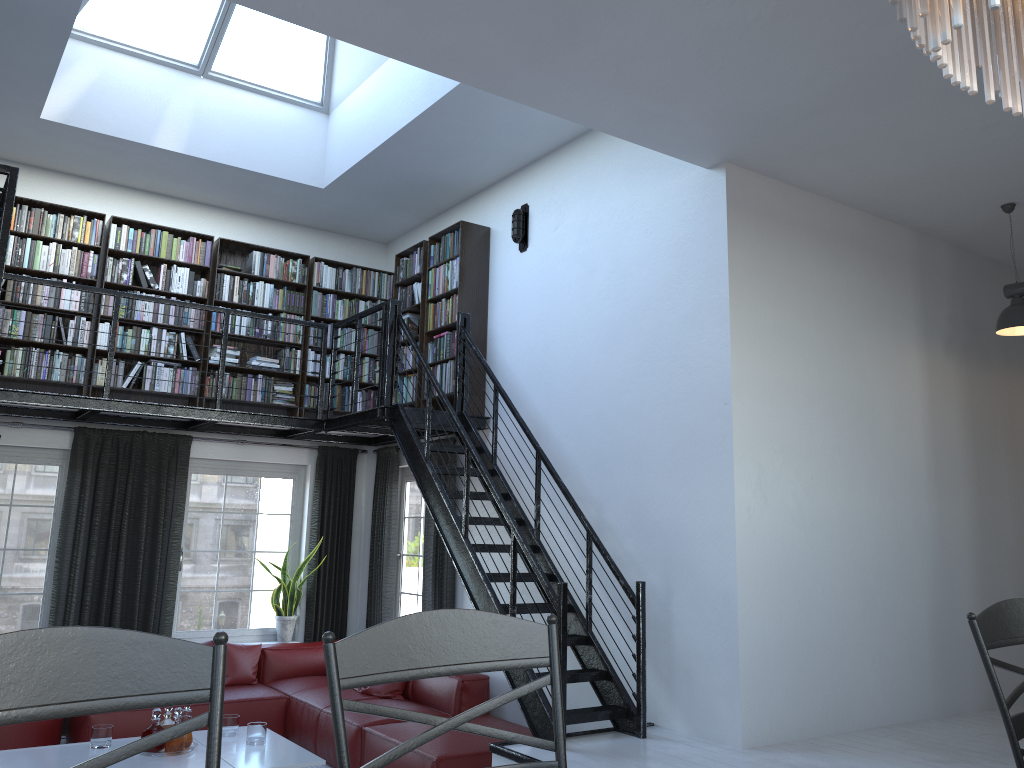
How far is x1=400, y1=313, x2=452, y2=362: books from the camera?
7.4m

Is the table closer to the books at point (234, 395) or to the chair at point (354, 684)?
the books at point (234, 395)

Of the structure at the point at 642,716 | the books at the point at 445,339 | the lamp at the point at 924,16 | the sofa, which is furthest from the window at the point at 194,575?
the lamp at the point at 924,16

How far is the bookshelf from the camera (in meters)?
7.23

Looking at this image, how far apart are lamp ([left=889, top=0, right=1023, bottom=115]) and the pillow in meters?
6.3

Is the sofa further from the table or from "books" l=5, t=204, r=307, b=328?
"books" l=5, t=204, r=307, b=328

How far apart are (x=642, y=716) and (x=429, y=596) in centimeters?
282cm

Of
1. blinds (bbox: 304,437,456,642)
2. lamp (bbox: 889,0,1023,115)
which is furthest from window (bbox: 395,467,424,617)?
lamp (bbox: 889,0,1023,115)

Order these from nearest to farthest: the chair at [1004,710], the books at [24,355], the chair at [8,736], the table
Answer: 1. the chair at [1004,710]
2. the table
3. the chair at [8,736]
4. the books at [24,355]

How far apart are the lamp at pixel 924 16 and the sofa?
4.8m
